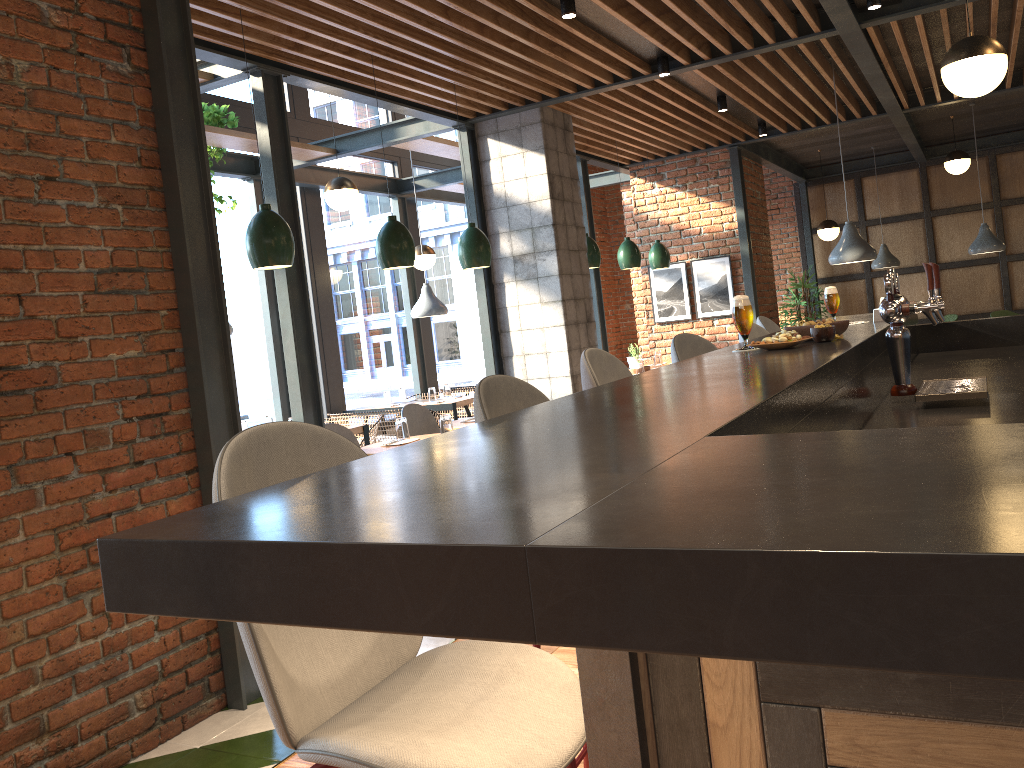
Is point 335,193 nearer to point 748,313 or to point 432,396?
point 432,396

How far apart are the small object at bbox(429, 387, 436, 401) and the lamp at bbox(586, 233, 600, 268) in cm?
203

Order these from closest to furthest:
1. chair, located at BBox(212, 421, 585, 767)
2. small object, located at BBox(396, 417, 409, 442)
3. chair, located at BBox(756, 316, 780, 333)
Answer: chair, located at BBox(212, 421, 585, 767)
chair, located at BBox(756, 316, 780, 333)
small object, located at BBox(396, 417, 409, 442)

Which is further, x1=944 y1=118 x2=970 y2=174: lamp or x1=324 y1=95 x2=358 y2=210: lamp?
x1=944 y1=118 x2=970 y2=174: lamp

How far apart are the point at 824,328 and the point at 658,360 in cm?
572

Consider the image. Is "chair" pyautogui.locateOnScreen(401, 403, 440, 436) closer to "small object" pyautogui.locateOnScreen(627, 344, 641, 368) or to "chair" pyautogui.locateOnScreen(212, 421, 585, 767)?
"small object" pyautogui.locateOnScreen(627, 344, 641, 368)

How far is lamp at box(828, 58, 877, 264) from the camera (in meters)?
6.58

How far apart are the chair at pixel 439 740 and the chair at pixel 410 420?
4.6m

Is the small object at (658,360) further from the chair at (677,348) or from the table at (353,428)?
the chair at (677,348)

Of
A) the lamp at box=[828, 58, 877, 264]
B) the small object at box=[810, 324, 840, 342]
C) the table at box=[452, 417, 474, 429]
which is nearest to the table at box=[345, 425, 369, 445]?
the table at box=[452, 417, 474, 429]
